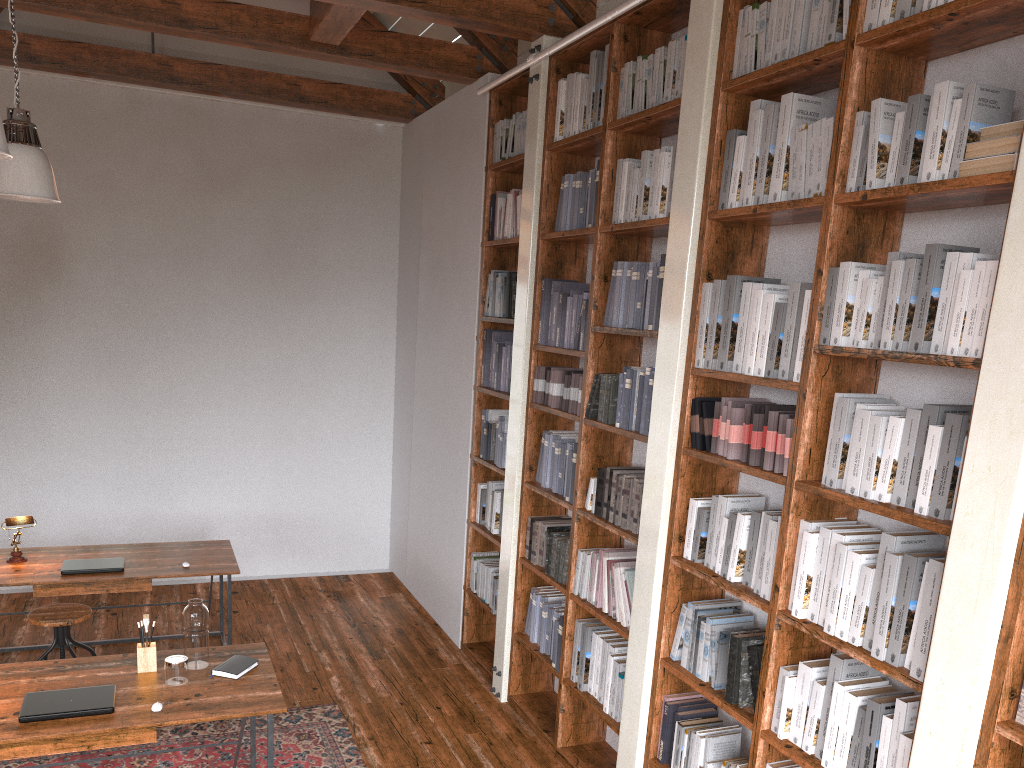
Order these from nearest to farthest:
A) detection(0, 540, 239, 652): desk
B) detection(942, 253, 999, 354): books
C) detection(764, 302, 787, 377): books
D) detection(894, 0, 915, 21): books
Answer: detection(942, 253, 999, 354): books, detection(894, 0, 915, 21): books, detection(764, 302, 787, 377): books, detection(0, 540, 239, 652): desk

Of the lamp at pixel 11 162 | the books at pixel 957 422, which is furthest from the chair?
the books at pixel 957 422

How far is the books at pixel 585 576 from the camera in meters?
4.2

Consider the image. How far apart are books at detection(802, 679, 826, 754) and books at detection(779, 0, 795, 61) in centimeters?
204cm

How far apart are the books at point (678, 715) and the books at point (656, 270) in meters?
1.7

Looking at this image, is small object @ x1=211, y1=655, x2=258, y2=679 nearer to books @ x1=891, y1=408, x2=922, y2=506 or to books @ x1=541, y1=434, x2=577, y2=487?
books @ x1=541, y1=434, x2=577, y2=487

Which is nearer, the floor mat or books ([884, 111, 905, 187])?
books ([884, 111, 905, 187])

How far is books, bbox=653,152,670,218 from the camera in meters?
3.7

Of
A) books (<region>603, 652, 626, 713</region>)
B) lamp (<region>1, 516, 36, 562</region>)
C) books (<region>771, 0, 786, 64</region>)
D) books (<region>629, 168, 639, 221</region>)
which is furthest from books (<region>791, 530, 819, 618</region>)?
lamp (<region>1, 516, 36, 562</region>)

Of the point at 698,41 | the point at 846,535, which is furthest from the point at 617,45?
the point at 846,535
